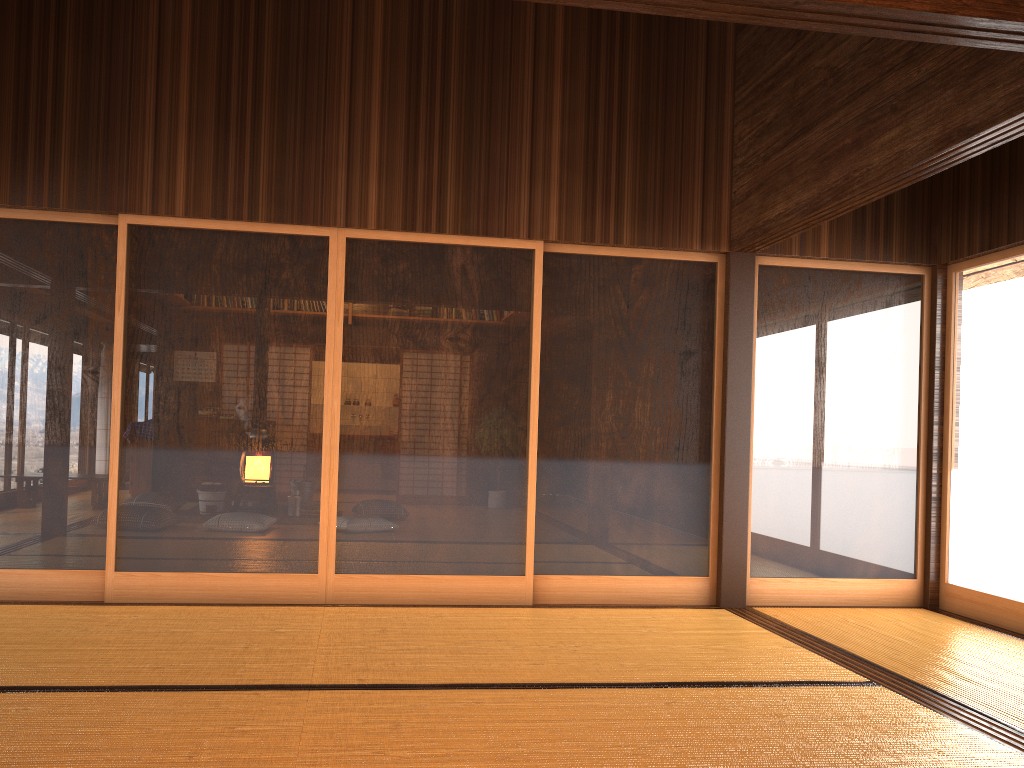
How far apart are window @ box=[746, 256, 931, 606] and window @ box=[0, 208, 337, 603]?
2.4 meters

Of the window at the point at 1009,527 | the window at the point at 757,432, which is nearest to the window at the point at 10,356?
the window at the point at 757,432

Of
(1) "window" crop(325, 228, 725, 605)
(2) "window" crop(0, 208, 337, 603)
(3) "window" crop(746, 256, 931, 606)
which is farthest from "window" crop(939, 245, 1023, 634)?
(2) "window" crop(0, 208, 337, 603)

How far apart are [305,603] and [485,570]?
1.0 meters

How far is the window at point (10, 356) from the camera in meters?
4.5

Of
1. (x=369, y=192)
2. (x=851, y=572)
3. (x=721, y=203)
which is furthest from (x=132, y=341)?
(x=851, y=572)

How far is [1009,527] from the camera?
4.8 meters

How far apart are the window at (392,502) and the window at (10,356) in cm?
4

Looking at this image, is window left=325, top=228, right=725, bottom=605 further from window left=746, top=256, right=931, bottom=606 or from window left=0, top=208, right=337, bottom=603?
window left=746, top=256, right=931, bottom=606

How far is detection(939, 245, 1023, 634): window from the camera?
4.8 meters
